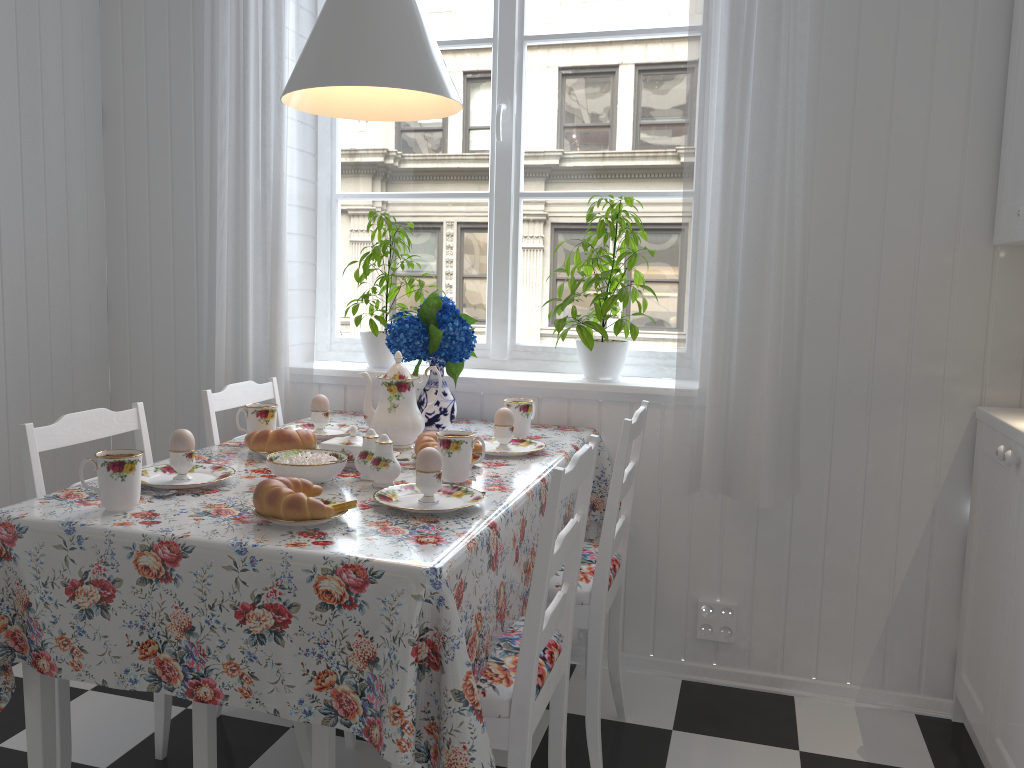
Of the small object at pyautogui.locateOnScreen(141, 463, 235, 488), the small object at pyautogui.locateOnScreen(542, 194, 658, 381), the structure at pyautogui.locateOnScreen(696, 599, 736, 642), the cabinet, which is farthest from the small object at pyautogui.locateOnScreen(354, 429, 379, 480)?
the cabinet

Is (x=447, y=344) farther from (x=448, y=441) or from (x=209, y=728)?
(x=209, y=728)

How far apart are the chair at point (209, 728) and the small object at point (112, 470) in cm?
21

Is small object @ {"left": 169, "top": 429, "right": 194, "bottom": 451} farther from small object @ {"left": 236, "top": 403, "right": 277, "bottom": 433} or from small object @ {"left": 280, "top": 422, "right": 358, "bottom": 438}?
small object @ {"left": 280, "top": 422, "right": 358, "bottom": 438}

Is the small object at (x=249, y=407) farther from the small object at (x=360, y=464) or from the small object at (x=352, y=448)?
the small object at (x=360, y=464)

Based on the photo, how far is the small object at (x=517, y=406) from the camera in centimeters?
226cm

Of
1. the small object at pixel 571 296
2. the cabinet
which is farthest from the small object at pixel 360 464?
the cabinet

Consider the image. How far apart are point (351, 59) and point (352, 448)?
0.8m

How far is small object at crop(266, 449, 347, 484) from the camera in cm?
166

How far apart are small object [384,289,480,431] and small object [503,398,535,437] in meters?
0.2
